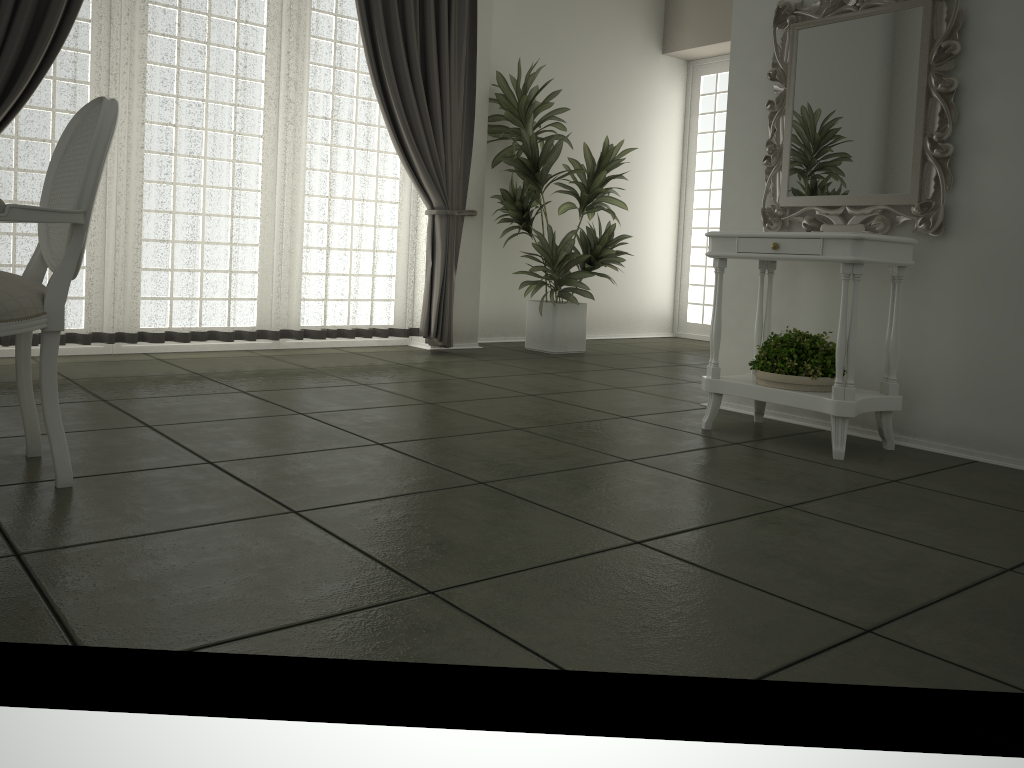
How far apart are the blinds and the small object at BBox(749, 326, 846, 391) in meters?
2.6

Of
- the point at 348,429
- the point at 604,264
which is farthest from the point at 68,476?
the point at 604,264

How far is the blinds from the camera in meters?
4.4 m

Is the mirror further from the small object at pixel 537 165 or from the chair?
the chair

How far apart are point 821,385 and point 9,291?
2.68m

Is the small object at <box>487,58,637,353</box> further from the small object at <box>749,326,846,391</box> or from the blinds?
the small object at <box>749,326,846,391</box>

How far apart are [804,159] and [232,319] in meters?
3.2

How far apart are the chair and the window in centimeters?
598cm

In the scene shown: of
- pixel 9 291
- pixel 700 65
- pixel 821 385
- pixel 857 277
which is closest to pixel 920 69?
pixel 857 277

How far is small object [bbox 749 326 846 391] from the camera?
3.3m
